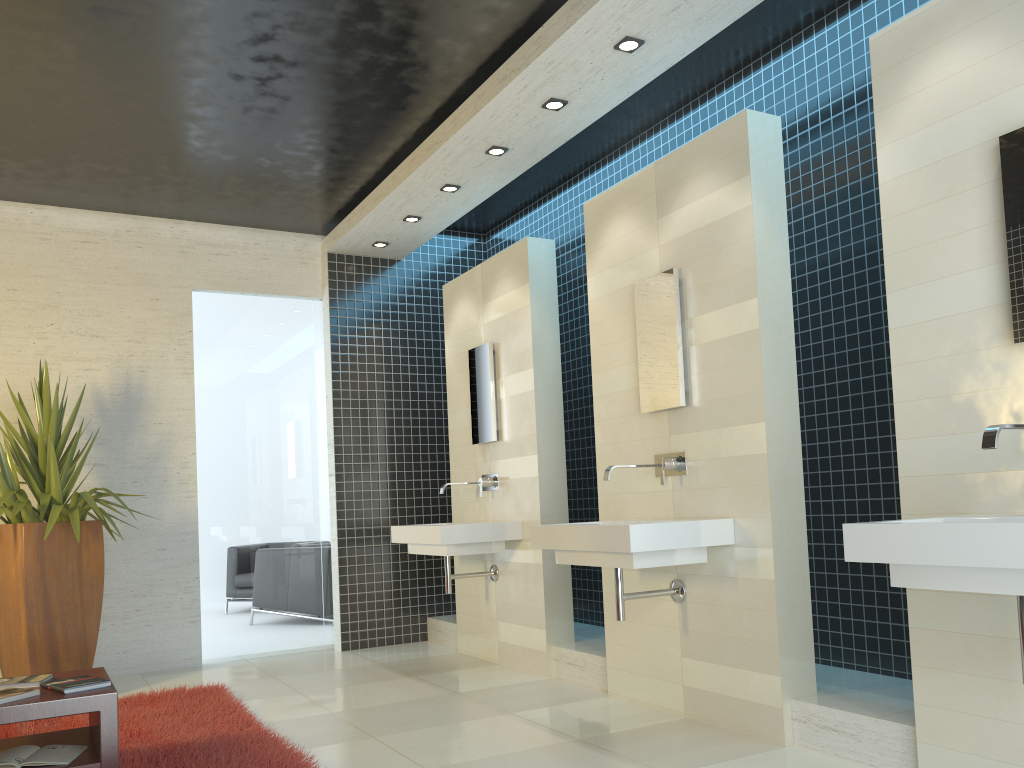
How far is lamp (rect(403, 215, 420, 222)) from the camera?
6.4m

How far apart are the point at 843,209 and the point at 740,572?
1.9 meters

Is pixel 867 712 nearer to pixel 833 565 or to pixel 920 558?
pixel 833 565

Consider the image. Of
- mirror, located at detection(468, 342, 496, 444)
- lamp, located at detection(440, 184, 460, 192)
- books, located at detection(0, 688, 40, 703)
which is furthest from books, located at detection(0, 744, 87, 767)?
lamp, located at detection(440, 184, 460, 192)

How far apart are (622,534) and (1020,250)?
1.81m

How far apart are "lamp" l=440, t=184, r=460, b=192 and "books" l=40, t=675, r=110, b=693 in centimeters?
363cm

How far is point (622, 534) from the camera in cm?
372

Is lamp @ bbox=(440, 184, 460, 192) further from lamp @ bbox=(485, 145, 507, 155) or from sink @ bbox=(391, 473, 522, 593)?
sink @ bbox=(391, 473, 522, 593)

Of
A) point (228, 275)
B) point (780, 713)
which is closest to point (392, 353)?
point (228, 275)

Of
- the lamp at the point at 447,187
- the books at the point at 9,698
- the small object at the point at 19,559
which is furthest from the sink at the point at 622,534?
the small object at the point at 19,559
